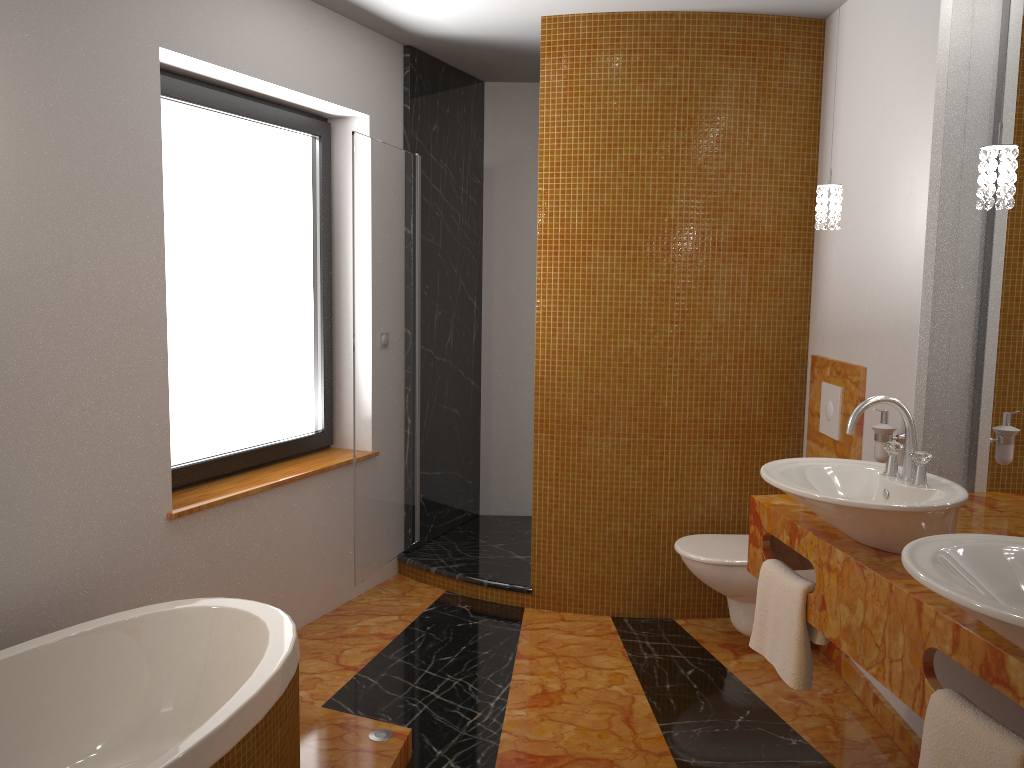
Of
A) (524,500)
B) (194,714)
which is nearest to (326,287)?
(524,500)

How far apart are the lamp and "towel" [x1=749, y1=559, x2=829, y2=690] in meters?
1.0 m

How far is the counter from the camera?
1.6 meters

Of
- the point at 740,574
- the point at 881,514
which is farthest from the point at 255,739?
the point at 740,574

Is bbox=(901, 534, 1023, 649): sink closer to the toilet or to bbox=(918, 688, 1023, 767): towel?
bbox=(918, 688, 1023, 767): towel

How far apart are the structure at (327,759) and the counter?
1.13m

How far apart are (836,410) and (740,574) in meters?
0.7

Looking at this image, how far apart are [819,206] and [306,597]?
2.5m

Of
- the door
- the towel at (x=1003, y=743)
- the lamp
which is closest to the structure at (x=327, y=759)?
the door

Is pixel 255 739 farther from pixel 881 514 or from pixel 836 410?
pixel 836 410
